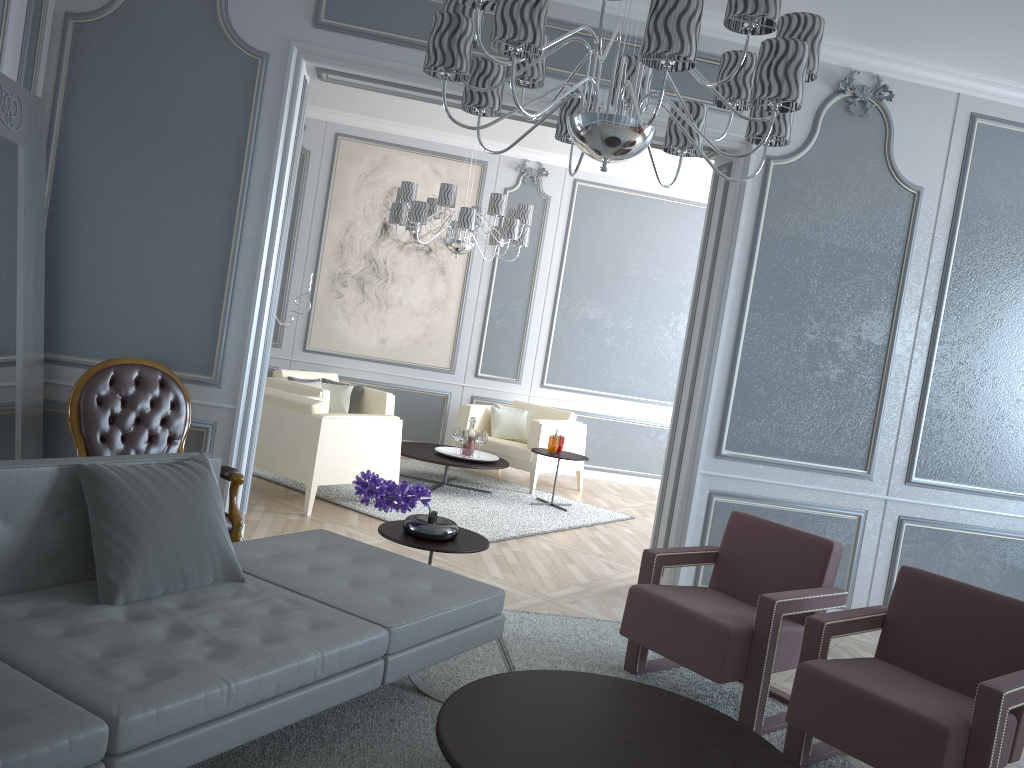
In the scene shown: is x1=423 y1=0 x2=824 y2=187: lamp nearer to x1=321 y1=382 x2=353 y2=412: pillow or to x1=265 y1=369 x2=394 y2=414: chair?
x1=265 y1=369 x2=394 y2=414: chair

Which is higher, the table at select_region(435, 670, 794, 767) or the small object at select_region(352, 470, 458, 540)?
the small object at select_region(352, 470, 458, 540)

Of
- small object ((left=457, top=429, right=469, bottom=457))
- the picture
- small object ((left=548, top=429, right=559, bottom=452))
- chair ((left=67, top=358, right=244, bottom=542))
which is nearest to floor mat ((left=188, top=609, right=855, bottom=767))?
chair ((left=67, top=358, right=244, bottom=542))

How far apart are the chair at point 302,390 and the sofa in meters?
3.3 m

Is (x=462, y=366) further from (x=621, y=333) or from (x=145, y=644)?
(x=145, y=644)

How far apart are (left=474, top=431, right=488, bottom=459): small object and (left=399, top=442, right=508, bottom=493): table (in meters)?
0.18

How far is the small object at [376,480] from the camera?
3.1m

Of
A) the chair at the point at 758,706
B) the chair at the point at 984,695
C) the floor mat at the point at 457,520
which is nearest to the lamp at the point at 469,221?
the floor mat at the point at 457,520

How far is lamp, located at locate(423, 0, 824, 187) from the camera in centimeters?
188cm

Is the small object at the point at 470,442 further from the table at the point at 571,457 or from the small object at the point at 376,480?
the small object at the point at 376,480
